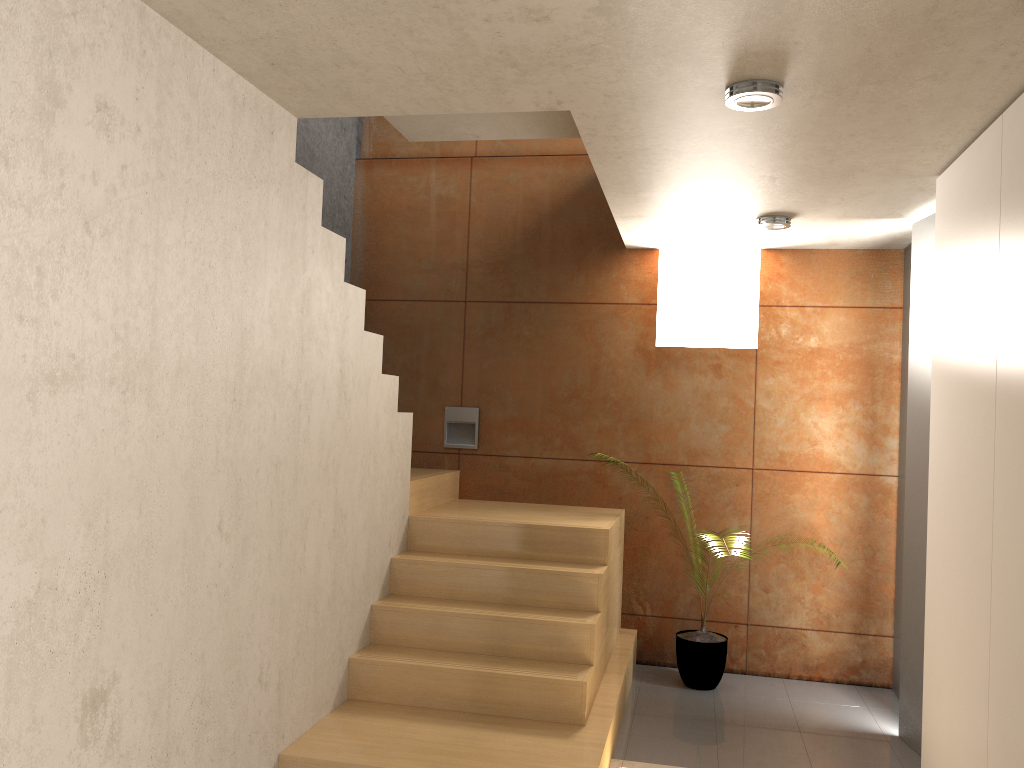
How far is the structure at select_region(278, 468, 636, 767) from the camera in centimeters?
342cm

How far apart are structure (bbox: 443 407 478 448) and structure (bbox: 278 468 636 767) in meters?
0.2

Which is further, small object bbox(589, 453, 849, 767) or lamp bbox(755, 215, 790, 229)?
small object bbox(589, 453, 849, 767)

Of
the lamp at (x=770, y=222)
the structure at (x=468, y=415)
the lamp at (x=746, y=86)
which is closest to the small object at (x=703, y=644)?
the structure at (x=468, y=415)

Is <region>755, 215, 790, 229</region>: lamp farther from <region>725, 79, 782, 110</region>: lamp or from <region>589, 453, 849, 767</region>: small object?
<region>589, 453, 849, 767</region>: small object

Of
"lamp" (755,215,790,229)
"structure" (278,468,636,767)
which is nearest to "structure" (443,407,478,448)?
"structure" (278,468,636,767)

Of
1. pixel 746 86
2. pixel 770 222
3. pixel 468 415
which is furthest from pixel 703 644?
pixel 746 86

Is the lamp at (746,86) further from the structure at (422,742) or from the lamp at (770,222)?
the structure at (422,742)

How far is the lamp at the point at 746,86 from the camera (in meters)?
2.69

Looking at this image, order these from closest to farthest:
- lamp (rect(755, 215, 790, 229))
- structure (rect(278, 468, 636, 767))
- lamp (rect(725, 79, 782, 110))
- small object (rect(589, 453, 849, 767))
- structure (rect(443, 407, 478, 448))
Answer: lamp (rect(725, 79, 782, 110)) → structure (rect(278, 468, 636, 767)) → lamp (rect(755, 215, 790, 229)) → small object (rect(589, 453, 849, 767)) → structure (rect(443, 407, 478, 448))
